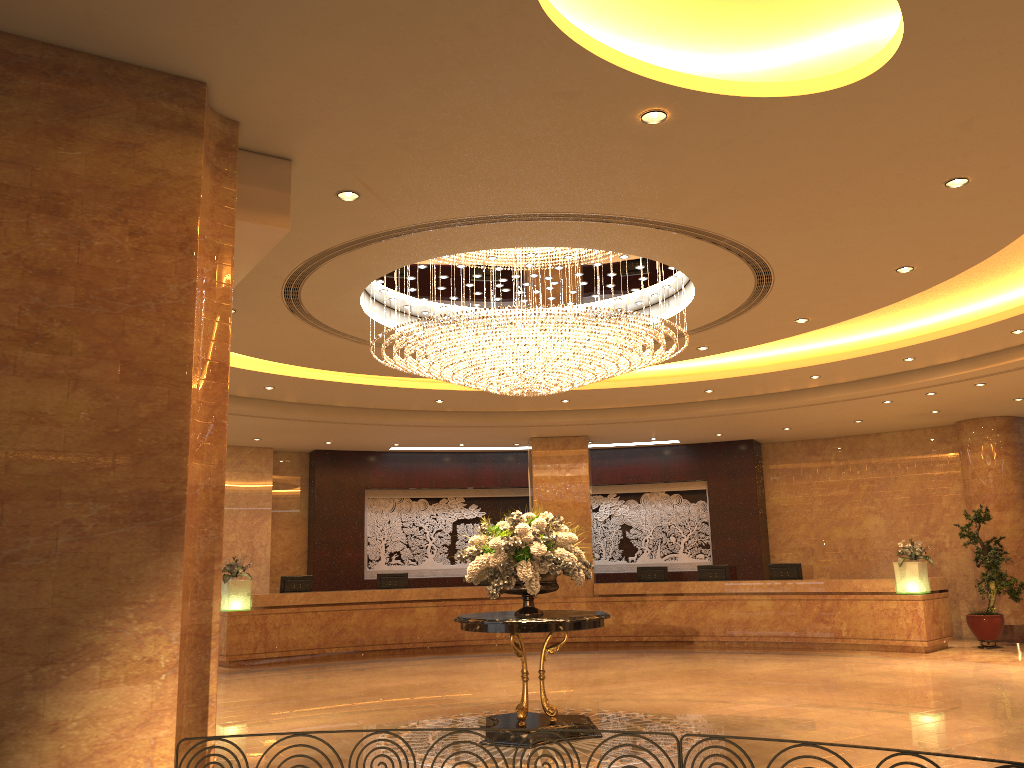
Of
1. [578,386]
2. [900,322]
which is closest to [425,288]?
[578,386]

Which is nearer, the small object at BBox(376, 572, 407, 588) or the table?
the table

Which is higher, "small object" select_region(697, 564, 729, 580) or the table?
"small object" select_region(697, 564, 729, 580)

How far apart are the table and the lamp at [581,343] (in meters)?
2.16

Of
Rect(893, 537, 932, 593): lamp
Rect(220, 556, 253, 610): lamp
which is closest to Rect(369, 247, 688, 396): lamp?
Rect(220, 556, 253, 610): lamp

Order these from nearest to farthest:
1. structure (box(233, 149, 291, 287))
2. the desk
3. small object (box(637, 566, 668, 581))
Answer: structure (box(233, 149, 291, 287))
the desk
small object (box(637, 566, 668, 581))

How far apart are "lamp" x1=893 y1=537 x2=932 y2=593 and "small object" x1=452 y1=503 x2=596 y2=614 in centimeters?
816cm

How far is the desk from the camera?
14.65m

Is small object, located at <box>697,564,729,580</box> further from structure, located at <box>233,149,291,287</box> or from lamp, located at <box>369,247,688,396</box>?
structure, located at <box>233,149,291,287</box>

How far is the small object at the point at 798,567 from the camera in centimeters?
1609cm
